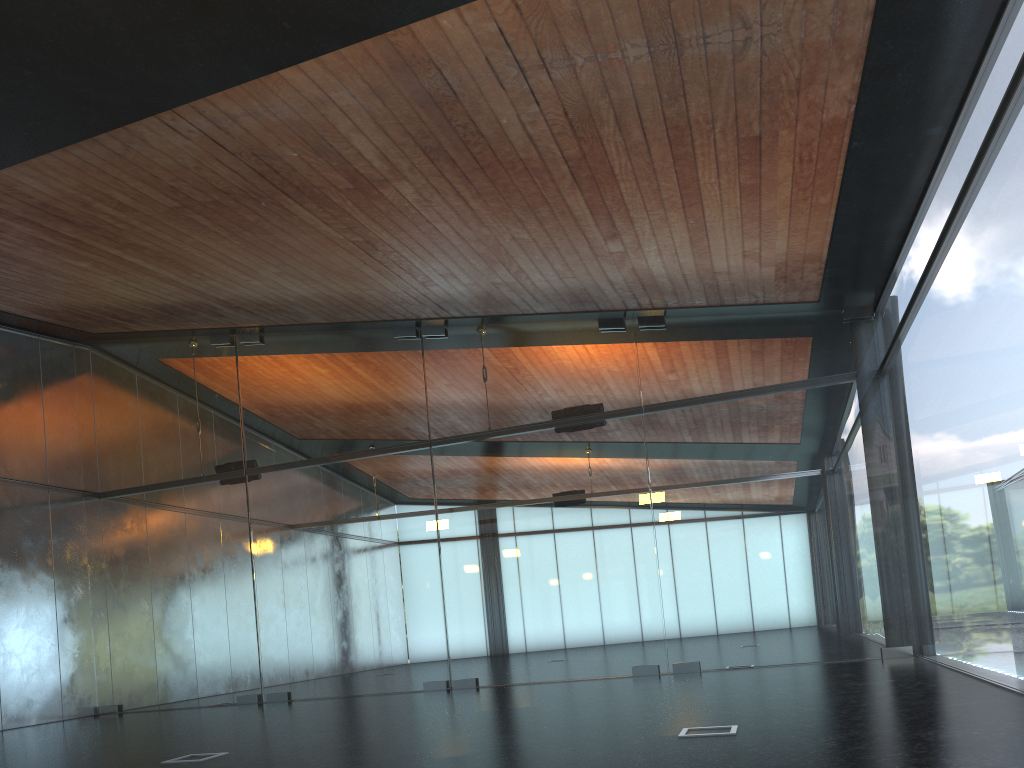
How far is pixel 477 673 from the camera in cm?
1288
